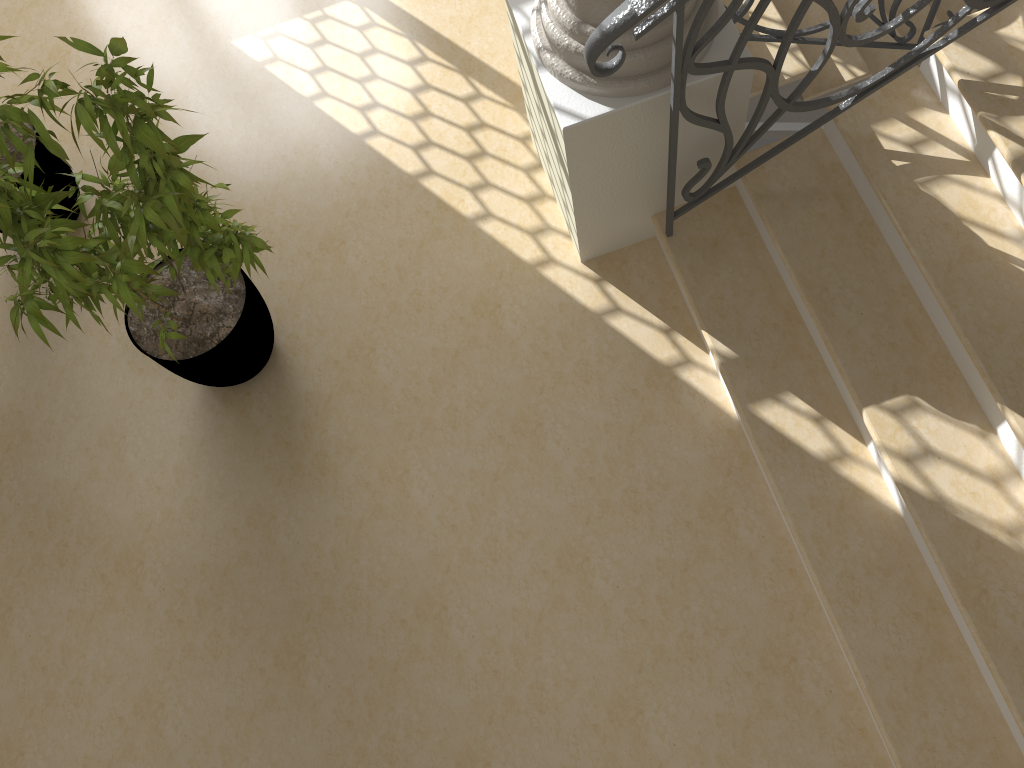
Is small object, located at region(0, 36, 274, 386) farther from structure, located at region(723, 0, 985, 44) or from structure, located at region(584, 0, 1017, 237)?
structure, located at region(723, 0, 985, 44)

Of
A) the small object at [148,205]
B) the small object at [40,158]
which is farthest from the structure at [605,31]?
the small object at [40,158]

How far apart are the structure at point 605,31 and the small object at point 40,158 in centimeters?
214cm

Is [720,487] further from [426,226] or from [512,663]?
[426,226]

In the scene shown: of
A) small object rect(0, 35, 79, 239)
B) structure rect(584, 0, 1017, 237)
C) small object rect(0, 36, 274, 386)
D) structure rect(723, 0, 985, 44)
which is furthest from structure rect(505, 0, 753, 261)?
small object rect(0, 35, 79, 239)

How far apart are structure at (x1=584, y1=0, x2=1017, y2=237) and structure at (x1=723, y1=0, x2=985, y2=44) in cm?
82

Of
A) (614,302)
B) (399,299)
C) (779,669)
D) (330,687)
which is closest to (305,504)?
(330,687)

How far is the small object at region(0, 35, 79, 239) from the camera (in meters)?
3.40

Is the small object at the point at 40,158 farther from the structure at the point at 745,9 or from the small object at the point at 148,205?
the structure at the point at 745,9

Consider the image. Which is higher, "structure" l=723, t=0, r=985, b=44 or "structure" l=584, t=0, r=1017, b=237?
"structure" l=584, t=0, r=1017, b=237
